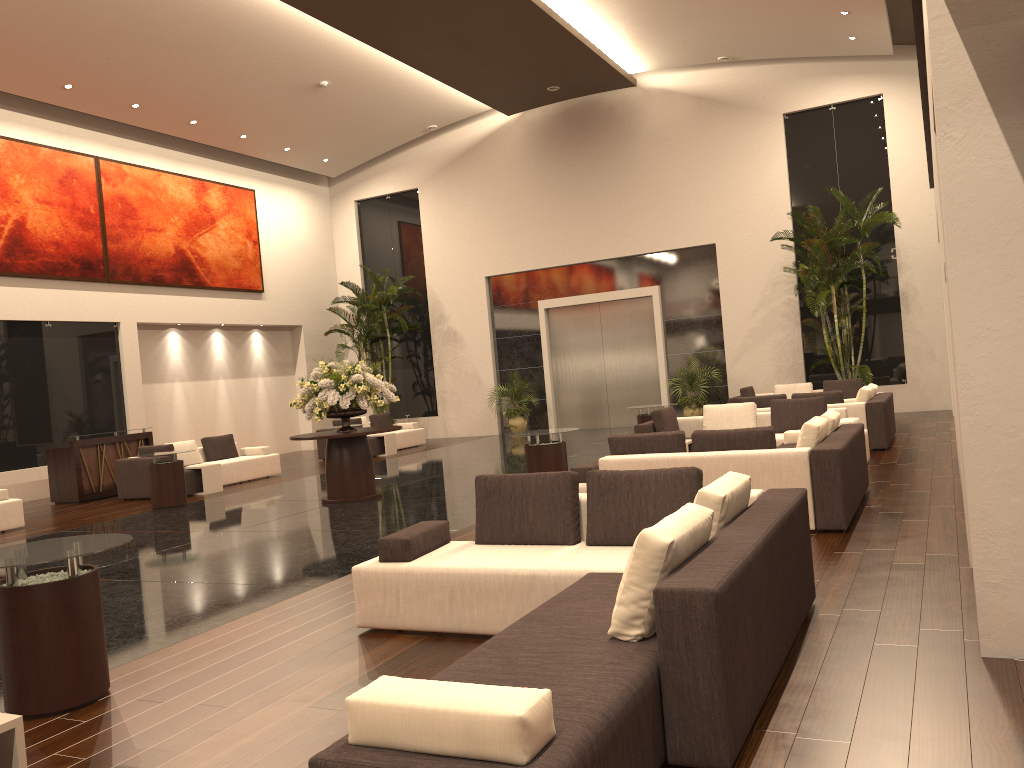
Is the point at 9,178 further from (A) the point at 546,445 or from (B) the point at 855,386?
(B) the point at 855,386

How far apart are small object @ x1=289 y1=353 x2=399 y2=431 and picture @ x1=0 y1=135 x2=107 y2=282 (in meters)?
7.46

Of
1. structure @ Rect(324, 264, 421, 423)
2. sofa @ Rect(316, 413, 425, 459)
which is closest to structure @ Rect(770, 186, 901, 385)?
sofa @ Rect(316, 413, 425, 459)

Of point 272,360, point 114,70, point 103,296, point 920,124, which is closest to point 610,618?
point 114,70

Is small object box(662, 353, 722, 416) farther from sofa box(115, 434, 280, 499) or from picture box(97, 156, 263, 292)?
picture box(97, 156, 263, 292)

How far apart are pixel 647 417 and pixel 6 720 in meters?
11.7 m

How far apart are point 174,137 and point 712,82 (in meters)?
12.01

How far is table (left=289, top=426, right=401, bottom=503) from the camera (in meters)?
11.75

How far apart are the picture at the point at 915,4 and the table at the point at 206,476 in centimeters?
1176cm

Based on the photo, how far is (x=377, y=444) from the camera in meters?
19.0 m
